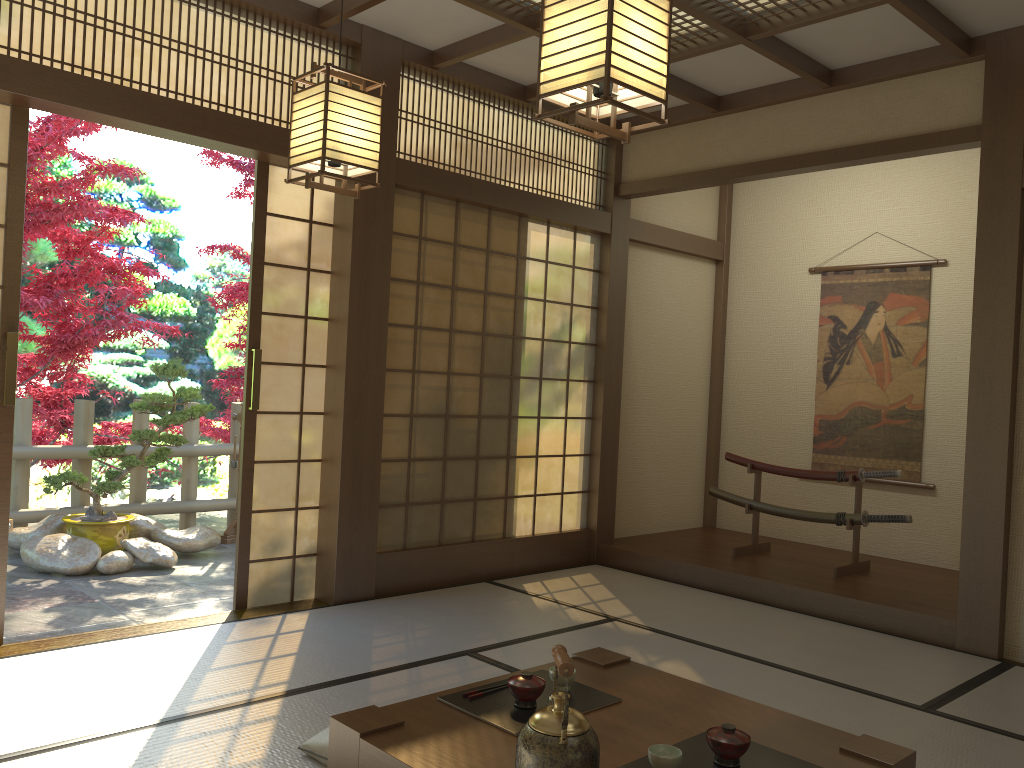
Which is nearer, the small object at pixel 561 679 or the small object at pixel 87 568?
the small object at pixel 561 679

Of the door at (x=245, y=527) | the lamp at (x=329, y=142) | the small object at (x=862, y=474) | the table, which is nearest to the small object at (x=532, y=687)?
the table

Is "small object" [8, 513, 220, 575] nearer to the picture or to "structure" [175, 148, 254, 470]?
"structure" [175, 148, 254, 470]

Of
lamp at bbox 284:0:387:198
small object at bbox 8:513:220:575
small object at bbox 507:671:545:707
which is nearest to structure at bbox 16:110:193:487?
small object at bbox 8:513:220:575

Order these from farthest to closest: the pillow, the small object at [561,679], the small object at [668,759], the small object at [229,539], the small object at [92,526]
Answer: the small object at [229,539]
the small object at [92,526]
the pillow
the small object at [561,679]
the small object at [668,759]

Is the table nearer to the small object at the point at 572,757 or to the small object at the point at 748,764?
the small object at the point at 748,764

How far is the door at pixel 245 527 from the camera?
4.4 meters

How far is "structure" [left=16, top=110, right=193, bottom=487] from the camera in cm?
573

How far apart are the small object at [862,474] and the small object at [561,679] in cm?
344

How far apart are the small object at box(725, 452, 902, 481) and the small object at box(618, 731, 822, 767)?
3.5 meters
